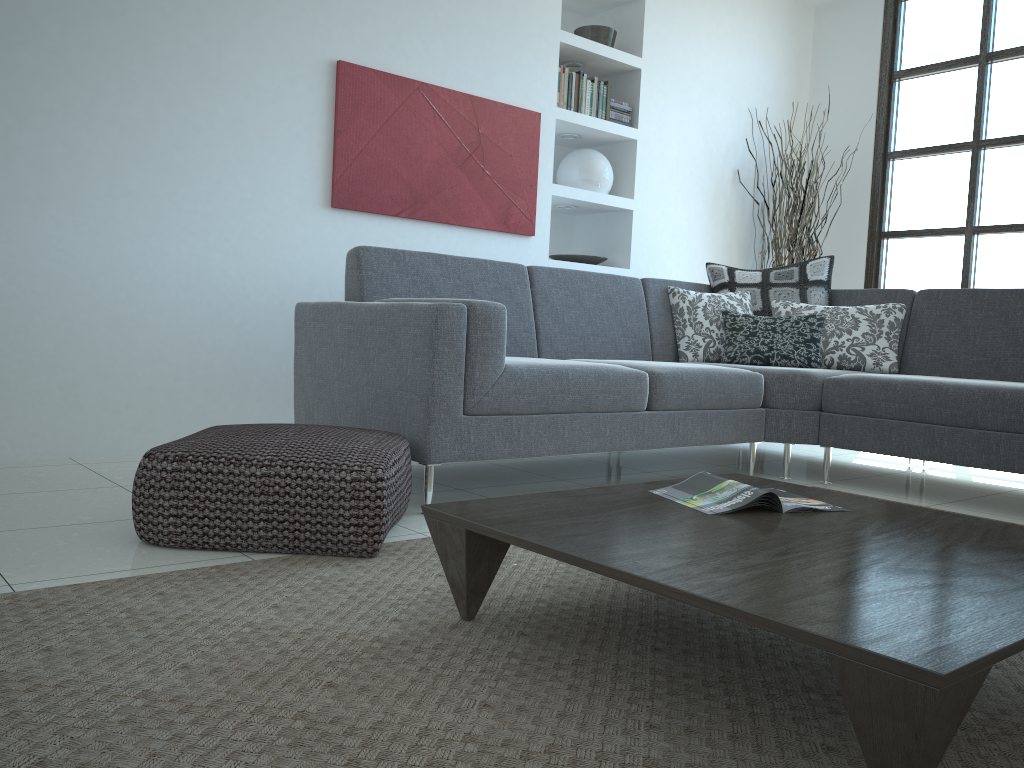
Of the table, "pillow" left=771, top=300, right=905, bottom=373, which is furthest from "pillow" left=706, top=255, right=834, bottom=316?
the table

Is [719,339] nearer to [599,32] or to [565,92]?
[565,92]

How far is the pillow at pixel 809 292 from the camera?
4.41m

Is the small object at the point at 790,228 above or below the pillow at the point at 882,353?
above

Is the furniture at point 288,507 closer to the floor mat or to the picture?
the floor mat

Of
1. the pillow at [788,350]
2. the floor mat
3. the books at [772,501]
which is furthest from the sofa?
the books at [772,501]

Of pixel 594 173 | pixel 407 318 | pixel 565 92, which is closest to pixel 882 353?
pixel 594 173

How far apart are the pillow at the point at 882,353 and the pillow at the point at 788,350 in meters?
0.0 m

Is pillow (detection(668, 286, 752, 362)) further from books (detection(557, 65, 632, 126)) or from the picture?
books (detection(557, 65, 632, 126))

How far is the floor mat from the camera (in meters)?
1.20
